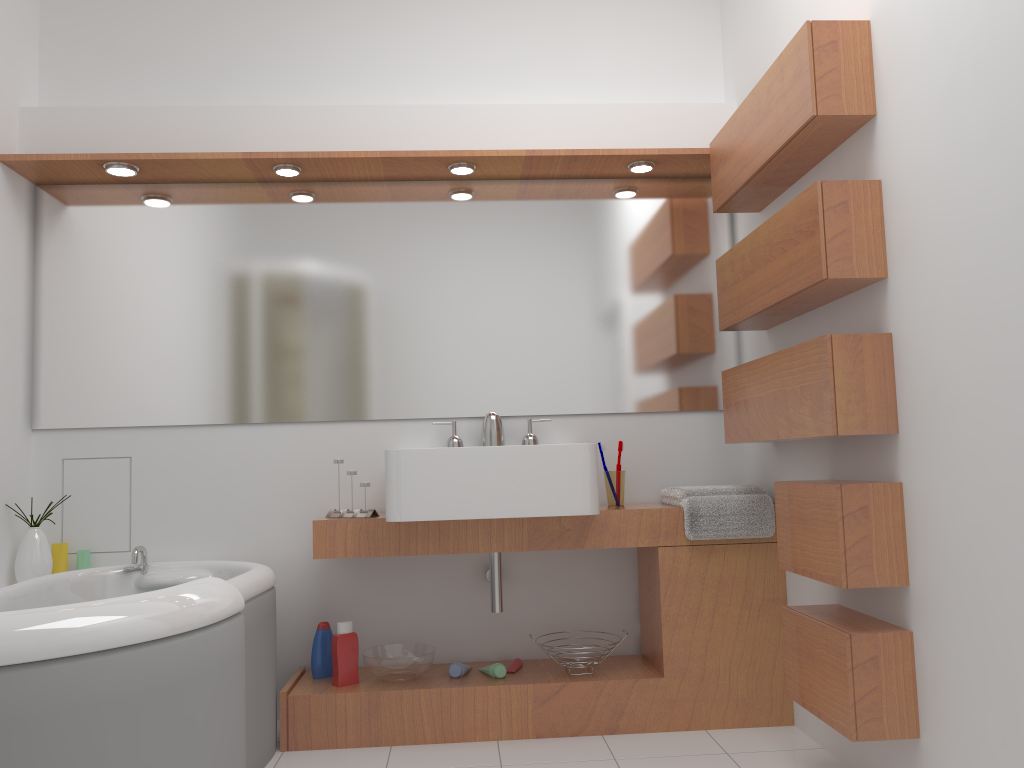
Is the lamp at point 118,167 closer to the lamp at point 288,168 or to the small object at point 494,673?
the lamp at point 288,168

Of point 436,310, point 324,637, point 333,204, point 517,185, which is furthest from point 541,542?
point 333,204

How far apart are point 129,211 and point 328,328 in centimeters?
84cm

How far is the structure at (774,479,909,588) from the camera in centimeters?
210cm

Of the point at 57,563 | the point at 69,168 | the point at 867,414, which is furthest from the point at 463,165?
the point at 57,563

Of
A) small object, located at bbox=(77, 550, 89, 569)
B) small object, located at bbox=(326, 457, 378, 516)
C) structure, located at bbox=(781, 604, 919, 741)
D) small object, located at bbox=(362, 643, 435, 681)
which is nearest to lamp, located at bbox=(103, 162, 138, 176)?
small object, located at bbox=(326, 457, 378, 516)

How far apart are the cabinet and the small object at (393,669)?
0.0m

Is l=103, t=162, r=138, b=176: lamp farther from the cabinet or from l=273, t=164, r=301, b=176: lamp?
the cabinet

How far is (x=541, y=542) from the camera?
2.9 meters

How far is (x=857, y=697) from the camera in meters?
2.1 m
